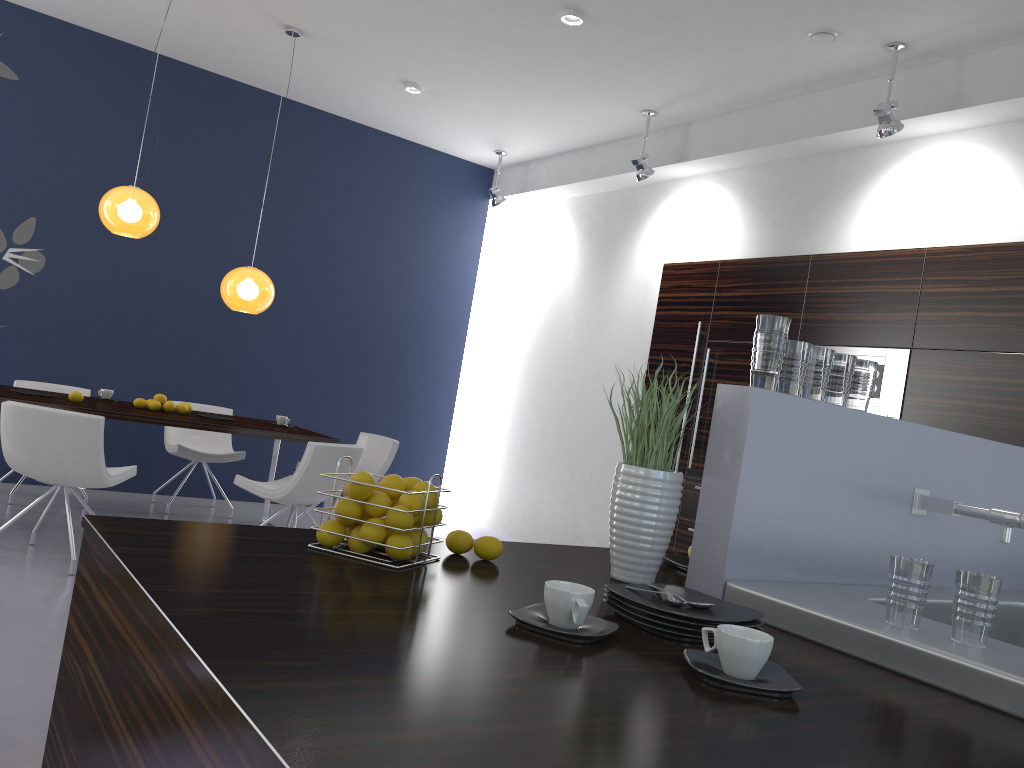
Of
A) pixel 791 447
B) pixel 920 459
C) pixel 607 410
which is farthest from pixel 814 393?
pixel 607 410

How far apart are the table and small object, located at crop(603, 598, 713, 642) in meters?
4.3

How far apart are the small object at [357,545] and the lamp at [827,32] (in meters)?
4.30

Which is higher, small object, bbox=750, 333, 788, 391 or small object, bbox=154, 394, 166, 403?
small object, bbox=750, 333, 788, 391

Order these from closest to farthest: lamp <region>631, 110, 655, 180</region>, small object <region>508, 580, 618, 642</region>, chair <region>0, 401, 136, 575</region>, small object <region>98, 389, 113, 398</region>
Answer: small object <region>508, 580, 618, 642</region> < chair <region>0, 401, 136, 575</region> < small object <region>98, 389, 113, 398</region> < lamp <region>631, 110, 655, 180</region>

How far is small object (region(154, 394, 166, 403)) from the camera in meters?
5.7

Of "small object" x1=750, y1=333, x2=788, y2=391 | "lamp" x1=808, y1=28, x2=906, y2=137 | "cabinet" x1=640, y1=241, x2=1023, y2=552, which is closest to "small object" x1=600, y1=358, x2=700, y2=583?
"small object" x1=750, y1=333, x2=788, y2=391

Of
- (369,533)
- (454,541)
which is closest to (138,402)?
(454,541)

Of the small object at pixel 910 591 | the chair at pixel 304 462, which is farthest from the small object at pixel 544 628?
the chair at pixel 304 462

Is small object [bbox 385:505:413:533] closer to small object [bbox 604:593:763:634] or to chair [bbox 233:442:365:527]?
small object [bbox 604:593:763:634]
